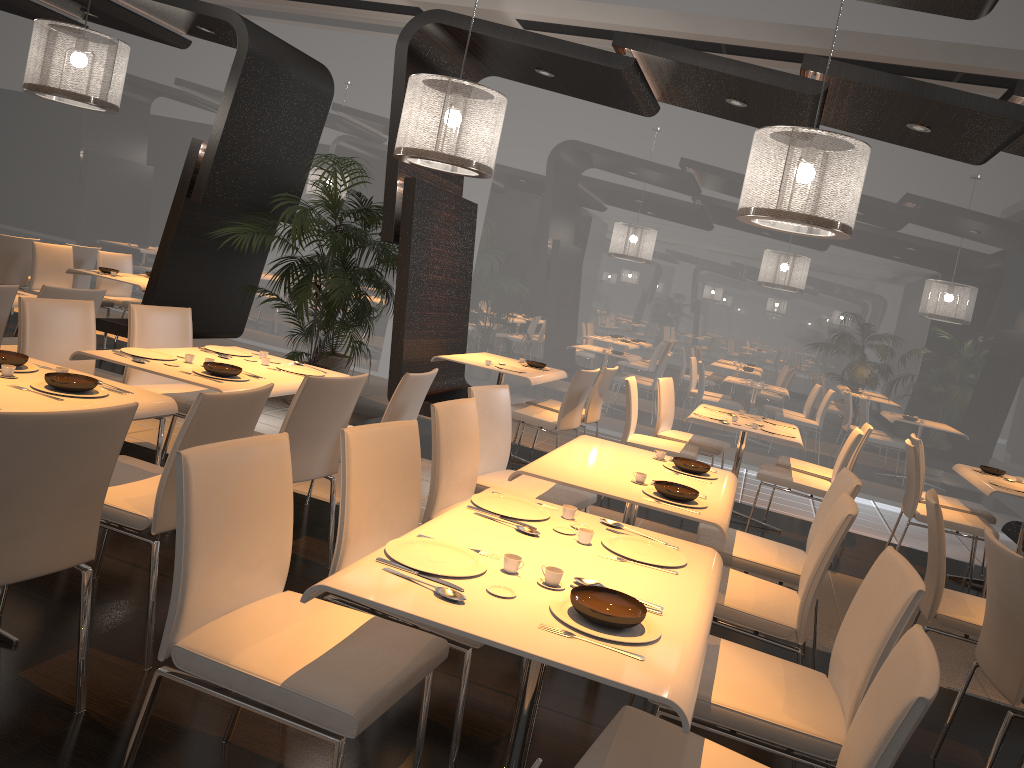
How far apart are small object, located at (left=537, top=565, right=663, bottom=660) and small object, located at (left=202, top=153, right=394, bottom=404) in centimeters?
486cm

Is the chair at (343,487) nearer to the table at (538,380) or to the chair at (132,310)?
the chair at (132,310)

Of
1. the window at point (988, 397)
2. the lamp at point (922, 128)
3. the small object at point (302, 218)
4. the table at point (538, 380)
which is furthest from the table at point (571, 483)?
the window at point (988, 397)

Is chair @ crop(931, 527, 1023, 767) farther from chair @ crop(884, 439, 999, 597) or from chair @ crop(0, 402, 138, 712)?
chair @ crop(0, 402, 138, 712)

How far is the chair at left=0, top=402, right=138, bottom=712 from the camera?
2.11m

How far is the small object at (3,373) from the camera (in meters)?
3.00

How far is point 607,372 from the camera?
6.9 meters

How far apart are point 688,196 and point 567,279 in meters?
1.5 m

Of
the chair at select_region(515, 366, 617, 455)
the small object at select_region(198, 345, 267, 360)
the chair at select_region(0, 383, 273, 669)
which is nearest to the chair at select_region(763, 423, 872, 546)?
the chair at select_region(515, 366, 617, 455)

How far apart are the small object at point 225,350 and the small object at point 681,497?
2.3m
